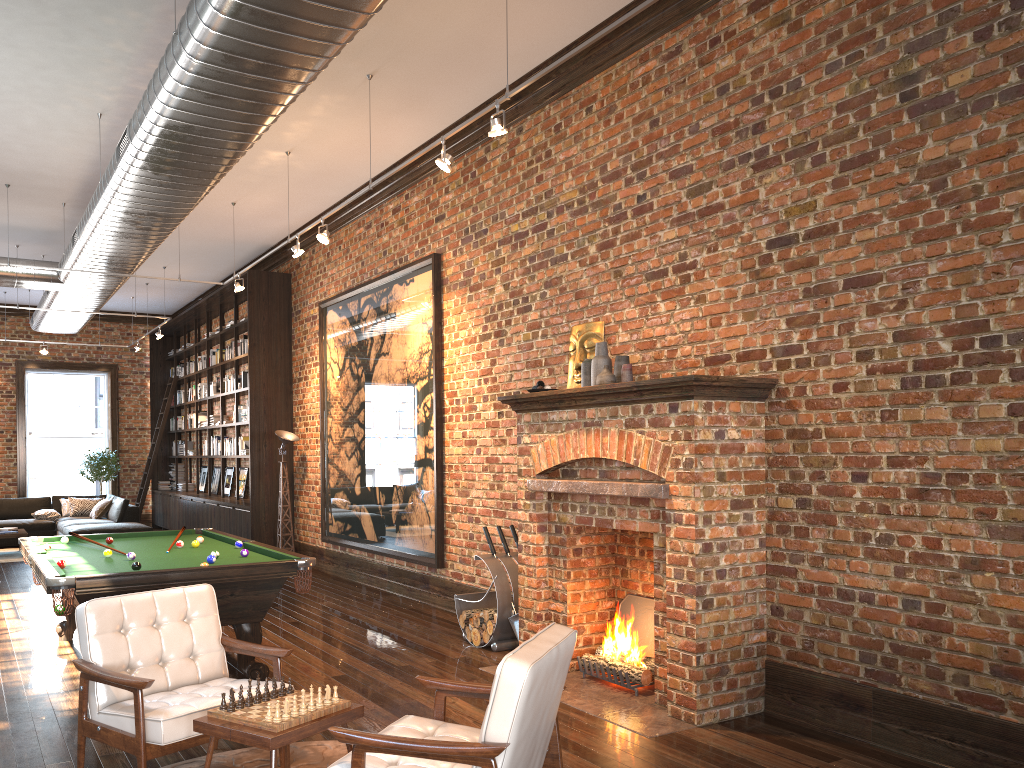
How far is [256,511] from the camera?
12.0m

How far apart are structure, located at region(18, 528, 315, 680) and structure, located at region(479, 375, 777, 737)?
1.5m

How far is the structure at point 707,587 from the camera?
4.8m

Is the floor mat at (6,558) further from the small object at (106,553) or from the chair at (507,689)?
the chair at (507,689)

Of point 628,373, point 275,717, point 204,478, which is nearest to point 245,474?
point 204,478

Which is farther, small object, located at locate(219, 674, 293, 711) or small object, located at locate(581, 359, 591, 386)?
small object, located at locate(581, 359, 591, 386)

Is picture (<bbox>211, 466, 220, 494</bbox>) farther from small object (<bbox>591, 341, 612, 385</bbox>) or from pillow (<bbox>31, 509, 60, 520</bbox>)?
small object (<bbox>591, 341, 612, 385</bbox>)

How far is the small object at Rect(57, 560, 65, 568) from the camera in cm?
558

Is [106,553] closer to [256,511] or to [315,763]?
[315,763]

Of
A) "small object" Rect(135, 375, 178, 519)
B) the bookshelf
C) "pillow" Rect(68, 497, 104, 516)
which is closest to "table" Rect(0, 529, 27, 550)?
"pillow" Rect(68, 497, 104, 516)
